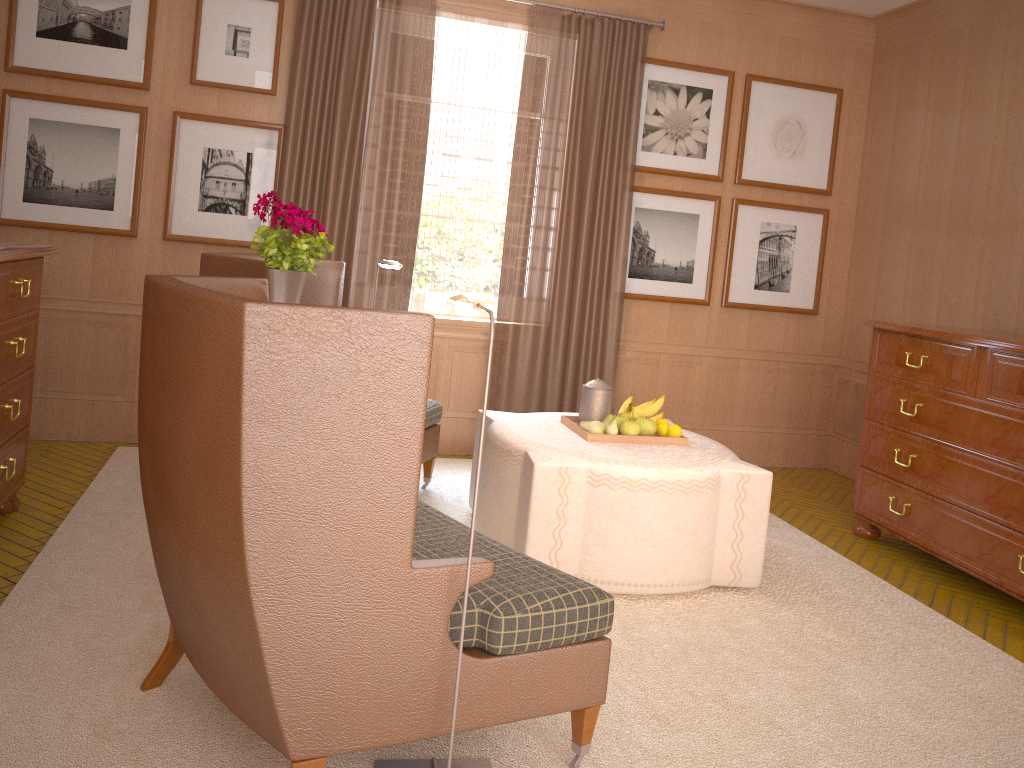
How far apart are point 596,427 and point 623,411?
0.5 meters

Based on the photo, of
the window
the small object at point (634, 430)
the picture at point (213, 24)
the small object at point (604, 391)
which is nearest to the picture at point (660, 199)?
the window

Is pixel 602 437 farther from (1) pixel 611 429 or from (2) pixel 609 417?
(2) pixel 609 417

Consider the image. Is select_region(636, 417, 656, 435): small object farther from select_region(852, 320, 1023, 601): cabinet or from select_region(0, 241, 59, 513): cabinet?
select_region(0, 241, 59, 513): cabinet

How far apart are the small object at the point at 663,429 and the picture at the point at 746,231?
3.7m

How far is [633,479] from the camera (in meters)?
5.93

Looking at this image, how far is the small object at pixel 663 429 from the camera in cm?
677

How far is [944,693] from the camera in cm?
513

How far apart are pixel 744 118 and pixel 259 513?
8.13m

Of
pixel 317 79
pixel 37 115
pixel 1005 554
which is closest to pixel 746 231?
pixel 1005 554
